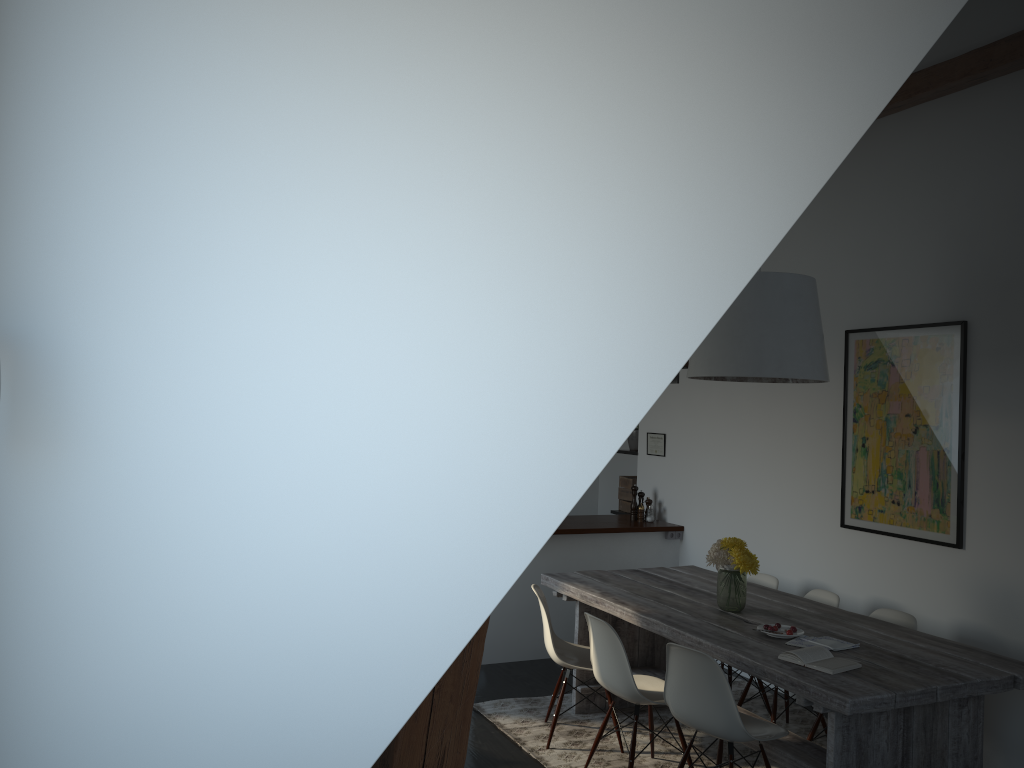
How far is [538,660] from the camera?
6.2m

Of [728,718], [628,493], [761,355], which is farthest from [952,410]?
[628,493]

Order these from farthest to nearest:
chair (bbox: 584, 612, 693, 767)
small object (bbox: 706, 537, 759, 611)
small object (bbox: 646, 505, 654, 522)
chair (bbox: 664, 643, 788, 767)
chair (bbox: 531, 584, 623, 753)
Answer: small object (bbox: 646, 505, 654, 522), chair (bbox: 531, 584, 623, 753), small object (bbox: 706, 537, 759, 611), chair (bbox: 584, 612, 693, 767), chair (bbox: 664, 643, 788, 767)

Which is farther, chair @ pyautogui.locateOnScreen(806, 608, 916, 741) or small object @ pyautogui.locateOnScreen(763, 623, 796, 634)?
chair @ pyautogui.locateOnScreen(806, 608, 916, 741)

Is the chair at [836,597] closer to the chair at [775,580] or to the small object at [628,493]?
the chair at [775,580]

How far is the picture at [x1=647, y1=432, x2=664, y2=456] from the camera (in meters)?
7.04

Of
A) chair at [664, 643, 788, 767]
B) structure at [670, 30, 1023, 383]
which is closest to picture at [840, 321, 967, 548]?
structure at [670, 30, 1023, 383]

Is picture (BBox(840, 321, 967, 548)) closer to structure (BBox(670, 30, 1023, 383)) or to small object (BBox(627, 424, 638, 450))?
structure (BBox(670, 30, 1023, 383))

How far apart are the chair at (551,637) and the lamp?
1.4 meters

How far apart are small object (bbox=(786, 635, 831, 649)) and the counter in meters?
2.5
